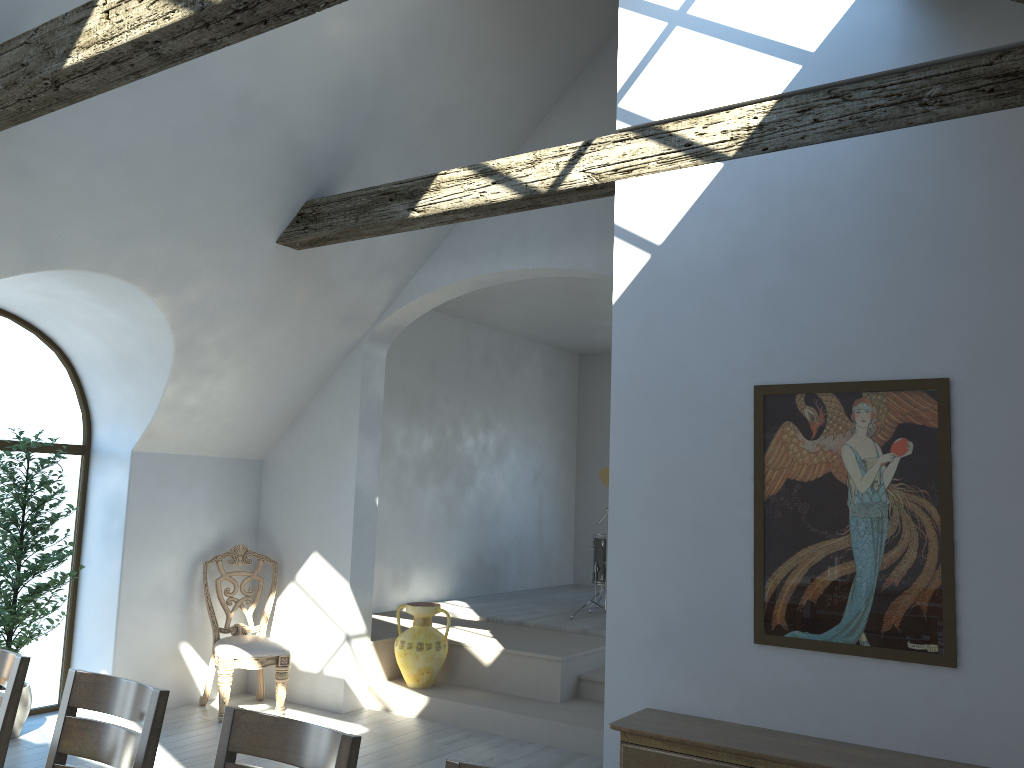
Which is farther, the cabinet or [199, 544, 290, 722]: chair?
[199, 544, 290, 722]: chair

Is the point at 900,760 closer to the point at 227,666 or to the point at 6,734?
the point at 6,734

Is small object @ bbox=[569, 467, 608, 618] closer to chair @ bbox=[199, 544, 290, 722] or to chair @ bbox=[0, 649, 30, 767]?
chair @ bbox=[199, 544, 290, 722]

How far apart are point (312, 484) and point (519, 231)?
2.53m

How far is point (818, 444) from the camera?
3.5m

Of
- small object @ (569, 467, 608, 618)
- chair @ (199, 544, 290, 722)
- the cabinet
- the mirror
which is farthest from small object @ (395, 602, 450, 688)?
the mirror

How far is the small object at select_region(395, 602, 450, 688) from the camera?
6.5 meters

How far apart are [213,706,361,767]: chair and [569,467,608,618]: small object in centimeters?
592cm

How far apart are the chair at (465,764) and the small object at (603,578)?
6.2 meters

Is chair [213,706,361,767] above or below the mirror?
below
